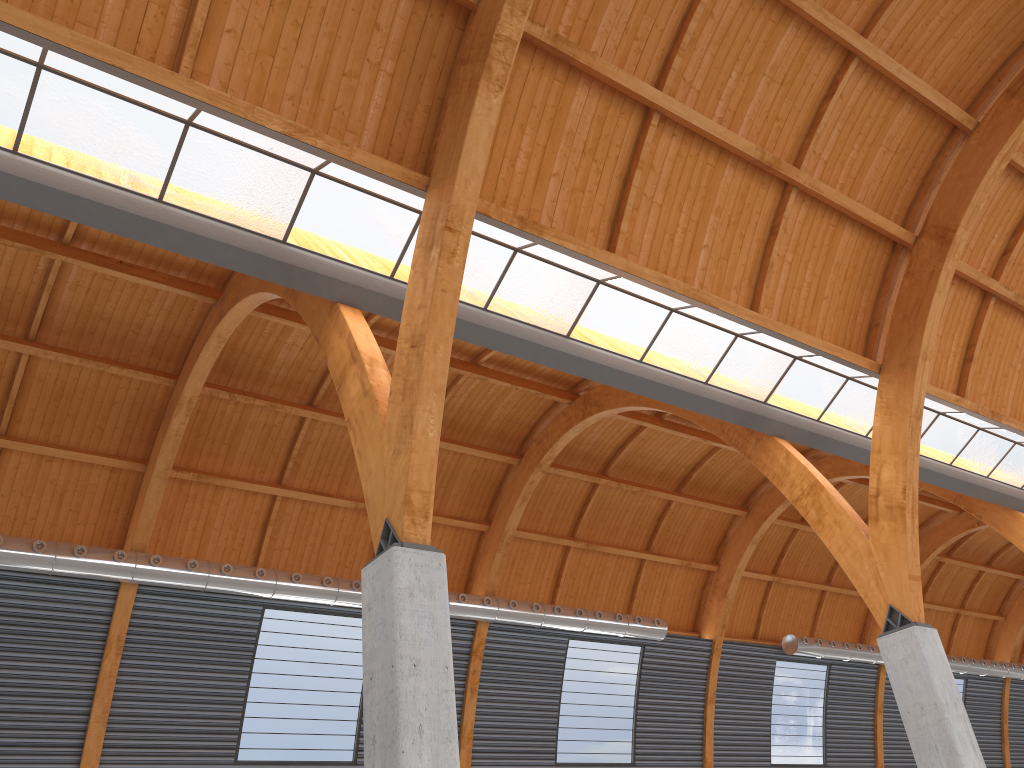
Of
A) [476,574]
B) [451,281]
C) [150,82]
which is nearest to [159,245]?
[150,82]
